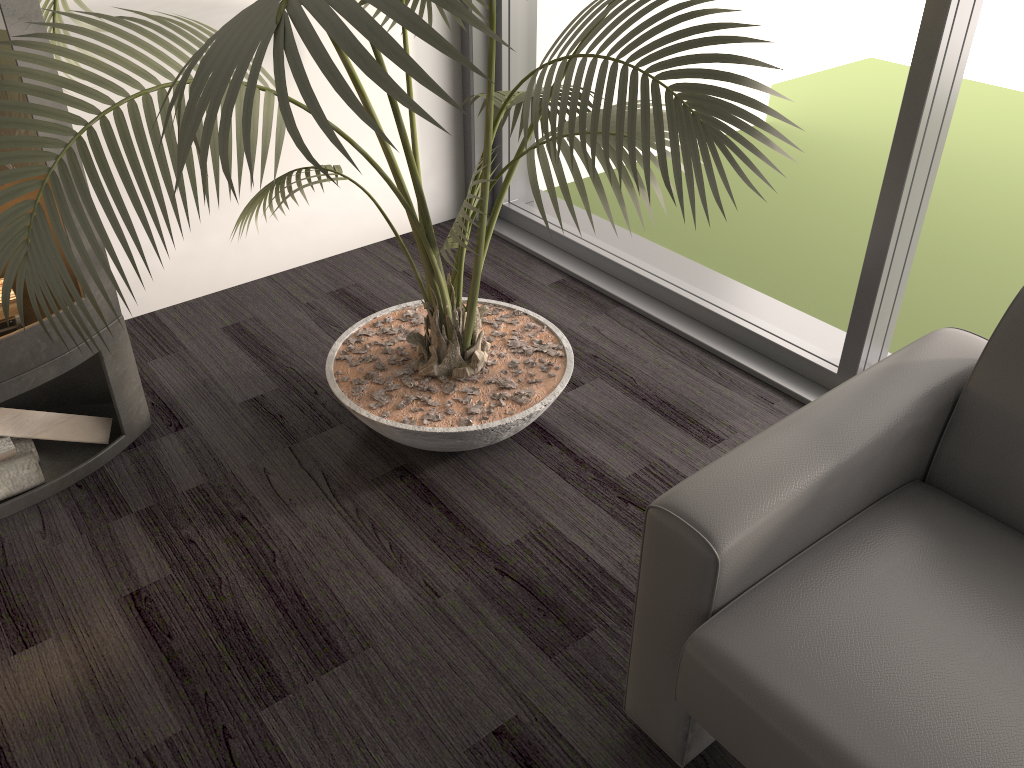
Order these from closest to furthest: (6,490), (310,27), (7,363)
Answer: (310,27) < (7,363) < (6,490)

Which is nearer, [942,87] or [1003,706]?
[1003,706]

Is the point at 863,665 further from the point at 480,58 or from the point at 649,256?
the point at 480,58

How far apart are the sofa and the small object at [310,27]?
0.4 meters

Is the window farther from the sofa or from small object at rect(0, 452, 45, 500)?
small object at rect(0, 452, 45, 500)

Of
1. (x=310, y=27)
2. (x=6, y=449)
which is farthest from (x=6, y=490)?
(x=310, y=27)

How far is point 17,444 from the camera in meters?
2.1 m

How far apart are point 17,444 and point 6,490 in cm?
13

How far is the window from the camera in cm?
194

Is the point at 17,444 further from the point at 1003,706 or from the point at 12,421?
the point at 1003,706
